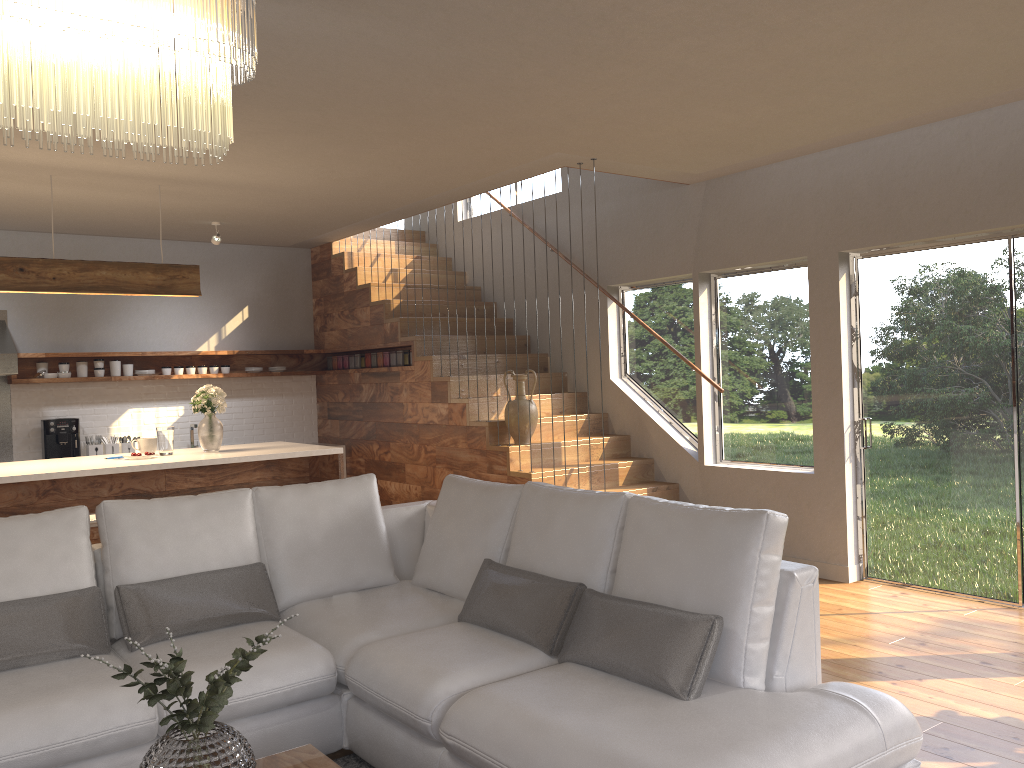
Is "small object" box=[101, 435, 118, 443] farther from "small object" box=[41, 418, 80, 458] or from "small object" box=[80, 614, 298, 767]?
"small object" box=[80, 614, 298, 767]

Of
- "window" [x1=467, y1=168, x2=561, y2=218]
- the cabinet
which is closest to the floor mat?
the cabinet

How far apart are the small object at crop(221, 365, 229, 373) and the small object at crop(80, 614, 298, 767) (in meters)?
6.46

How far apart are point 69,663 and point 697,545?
2.2m

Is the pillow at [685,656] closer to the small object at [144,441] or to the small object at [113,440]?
the small object at [144,441]

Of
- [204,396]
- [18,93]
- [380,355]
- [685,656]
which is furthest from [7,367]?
[685,656]

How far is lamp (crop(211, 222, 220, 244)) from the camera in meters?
7.2

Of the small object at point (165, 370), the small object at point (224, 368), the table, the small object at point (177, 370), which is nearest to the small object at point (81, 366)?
the small object at point (165, 370)

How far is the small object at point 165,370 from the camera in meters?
8.1 m

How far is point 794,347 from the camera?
6.16m
